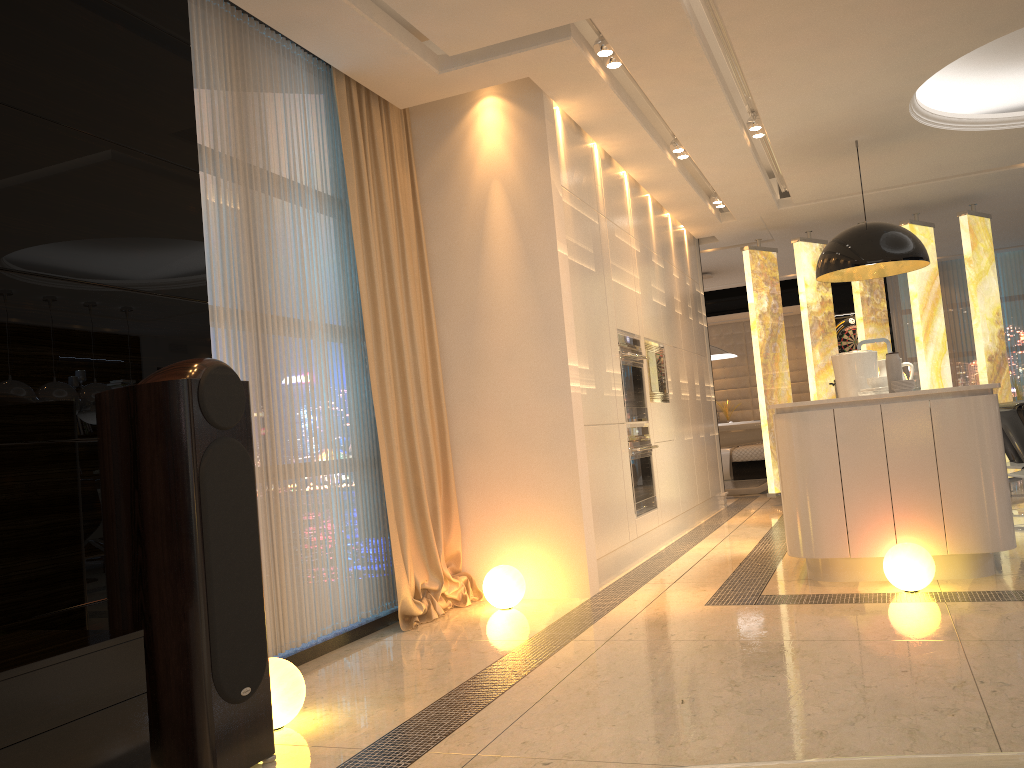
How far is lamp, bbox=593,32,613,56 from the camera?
4.3m

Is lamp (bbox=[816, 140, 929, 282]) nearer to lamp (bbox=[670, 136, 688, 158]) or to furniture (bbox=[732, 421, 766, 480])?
lamp (bbox=[670, 136, 688, 158])

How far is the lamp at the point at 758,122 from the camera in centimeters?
562cm

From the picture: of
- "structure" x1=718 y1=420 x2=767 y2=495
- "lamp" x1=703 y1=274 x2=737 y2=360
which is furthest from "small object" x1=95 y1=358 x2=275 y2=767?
"lamp" x1=703 y1=274 x2=737 y2=360

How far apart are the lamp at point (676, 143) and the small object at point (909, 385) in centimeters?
233cm

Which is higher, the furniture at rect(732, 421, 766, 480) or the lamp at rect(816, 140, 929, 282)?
the lamp at rect(816, 140, 929, 282)

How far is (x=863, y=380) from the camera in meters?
5.7

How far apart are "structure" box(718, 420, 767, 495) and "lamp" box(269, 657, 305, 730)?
7.6m

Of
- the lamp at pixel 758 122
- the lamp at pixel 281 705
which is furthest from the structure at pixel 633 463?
the lamp at pixel 281 705

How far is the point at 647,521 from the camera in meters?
5.8 m
